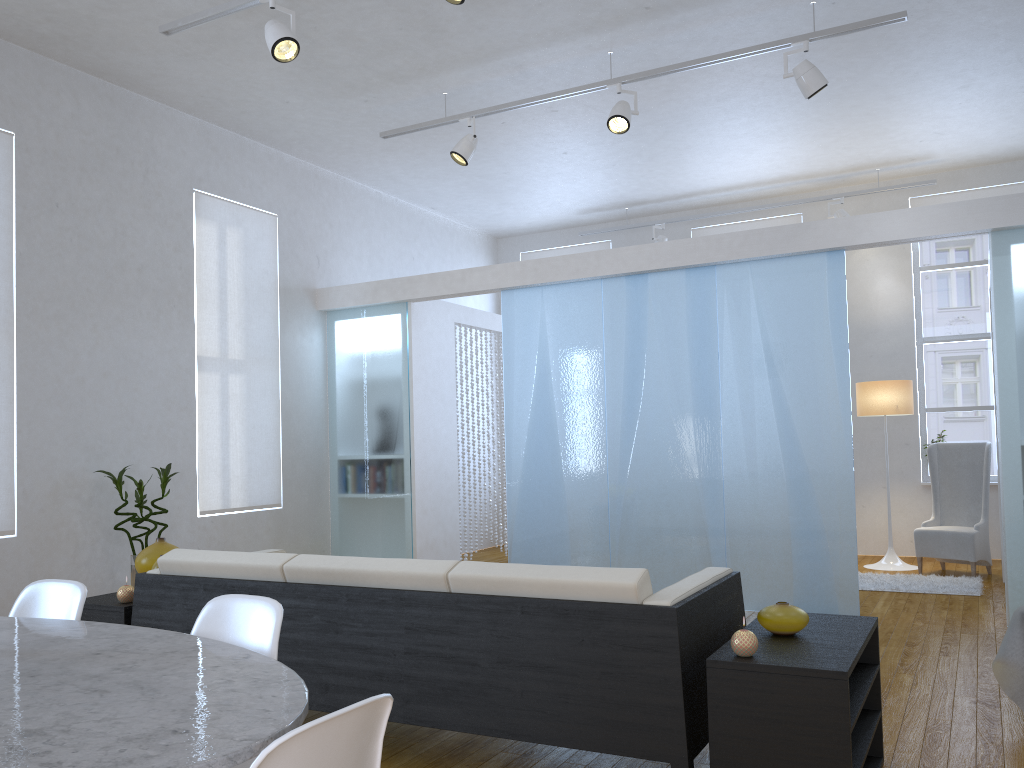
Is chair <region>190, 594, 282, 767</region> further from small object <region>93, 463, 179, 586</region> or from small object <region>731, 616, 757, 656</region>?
small object <region>93, 463, 179, 586</region>

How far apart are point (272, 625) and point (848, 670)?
1.4m

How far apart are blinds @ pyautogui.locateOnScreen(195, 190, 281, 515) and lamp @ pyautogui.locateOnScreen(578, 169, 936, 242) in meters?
3.6 m

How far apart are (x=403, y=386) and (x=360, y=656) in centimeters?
382cm

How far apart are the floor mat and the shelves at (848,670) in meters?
3.3 m

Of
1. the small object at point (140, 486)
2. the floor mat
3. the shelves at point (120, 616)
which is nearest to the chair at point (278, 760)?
the shelves at point (120, 616)

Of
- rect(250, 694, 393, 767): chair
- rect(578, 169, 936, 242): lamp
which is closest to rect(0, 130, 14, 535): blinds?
rect(250, 694, 393, 767): chair

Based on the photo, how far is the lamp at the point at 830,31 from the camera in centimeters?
447cm

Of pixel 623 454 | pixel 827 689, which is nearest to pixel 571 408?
pixel 623 454

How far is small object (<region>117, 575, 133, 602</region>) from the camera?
3.4m
